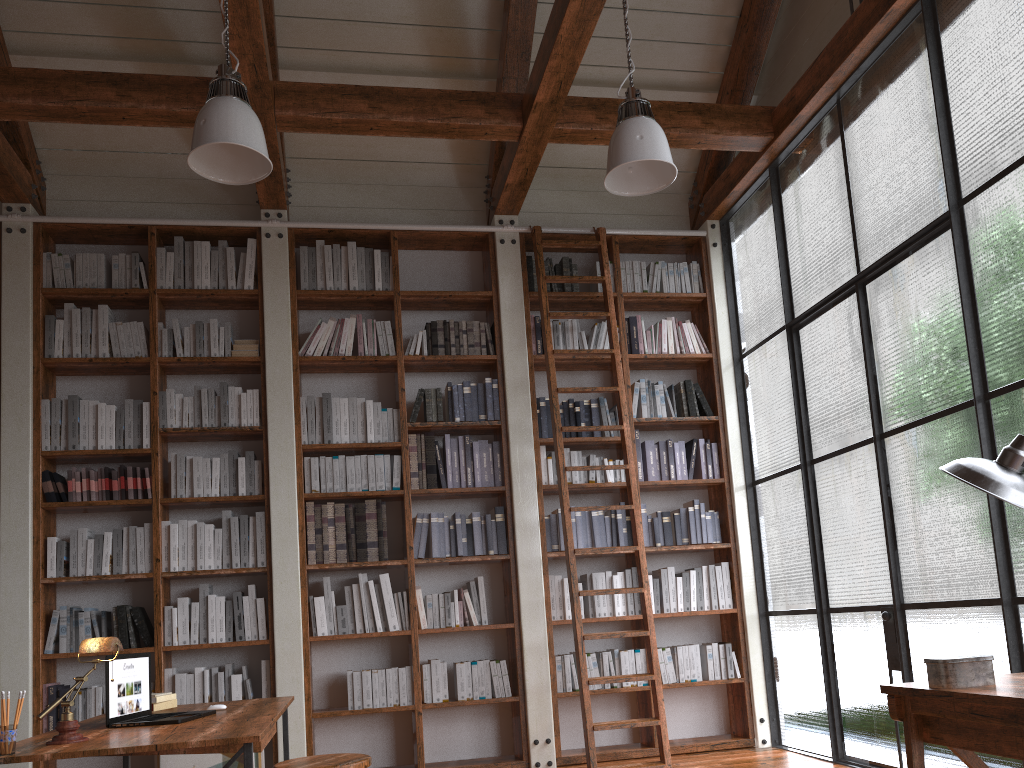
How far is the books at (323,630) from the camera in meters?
5.2

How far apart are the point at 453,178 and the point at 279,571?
2.95m

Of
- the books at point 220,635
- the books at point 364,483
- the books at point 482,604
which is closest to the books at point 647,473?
the books at point 482,604

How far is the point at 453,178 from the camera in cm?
629

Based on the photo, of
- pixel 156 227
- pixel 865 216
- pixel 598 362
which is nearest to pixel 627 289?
pixel 598 362

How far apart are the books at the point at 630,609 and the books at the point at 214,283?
3.2m

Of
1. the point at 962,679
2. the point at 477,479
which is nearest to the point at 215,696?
the point at 477,479

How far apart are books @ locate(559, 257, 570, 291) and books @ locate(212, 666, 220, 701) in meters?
3.2 m

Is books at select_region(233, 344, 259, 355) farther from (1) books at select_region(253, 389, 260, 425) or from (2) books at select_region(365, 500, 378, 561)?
(2) books at select_region(365, 500, 378, 561)

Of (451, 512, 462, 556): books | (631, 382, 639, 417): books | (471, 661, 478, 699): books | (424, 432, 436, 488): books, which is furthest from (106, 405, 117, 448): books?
(631, 382, 639, 417): books
